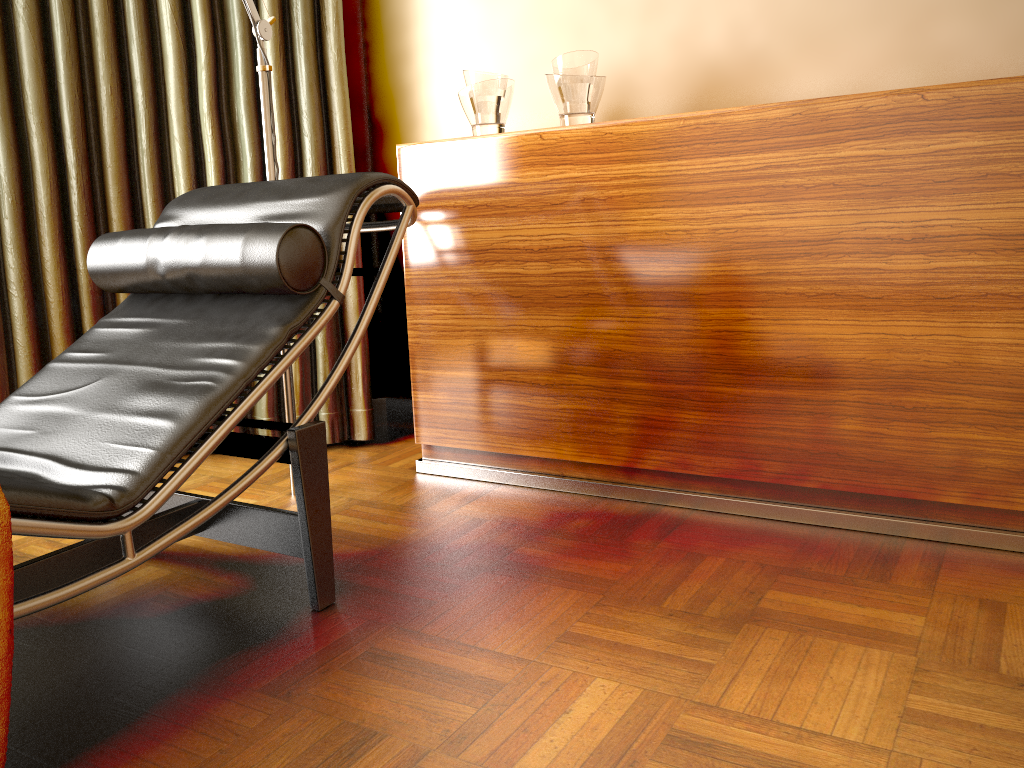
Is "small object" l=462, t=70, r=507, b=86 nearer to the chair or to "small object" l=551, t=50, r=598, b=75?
"small object" l=551, t=50, r=598, b=75

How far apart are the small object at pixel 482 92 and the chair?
0.5 meters

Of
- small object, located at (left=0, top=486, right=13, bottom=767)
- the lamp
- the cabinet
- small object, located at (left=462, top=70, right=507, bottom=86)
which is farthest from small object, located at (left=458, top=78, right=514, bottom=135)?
small object, located at (left=0, top=486, right=13, bottom=767)

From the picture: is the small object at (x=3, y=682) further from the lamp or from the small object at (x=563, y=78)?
the small object at (x=563, y=78)

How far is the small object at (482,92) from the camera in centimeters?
225cm

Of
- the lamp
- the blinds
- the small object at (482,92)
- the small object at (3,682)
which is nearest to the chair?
the small object at (3,682)

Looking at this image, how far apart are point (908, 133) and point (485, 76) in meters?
1.1

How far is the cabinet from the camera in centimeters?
168cm

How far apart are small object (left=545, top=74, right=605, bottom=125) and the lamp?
0.7m

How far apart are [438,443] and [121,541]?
1.2 meters
